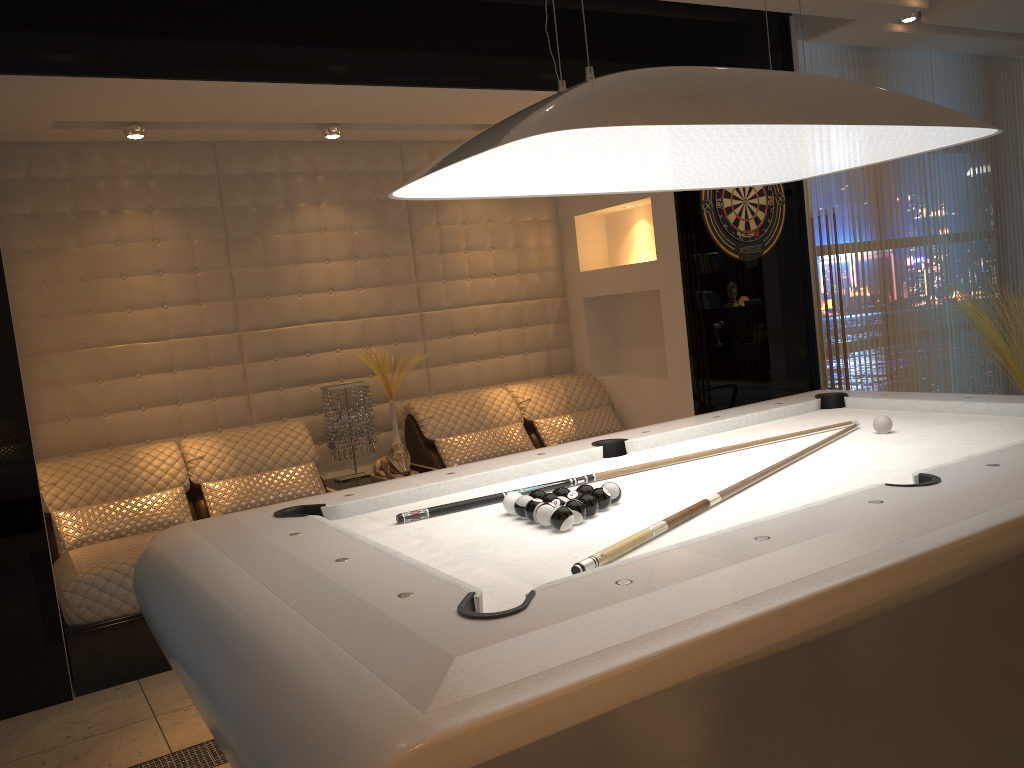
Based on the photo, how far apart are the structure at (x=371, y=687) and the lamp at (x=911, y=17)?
2.9m

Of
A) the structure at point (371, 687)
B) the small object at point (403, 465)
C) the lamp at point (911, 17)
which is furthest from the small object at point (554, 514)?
the lamp at point (911, 17)

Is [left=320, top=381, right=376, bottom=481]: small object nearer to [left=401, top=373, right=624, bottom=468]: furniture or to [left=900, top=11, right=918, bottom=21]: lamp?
[left=401, top=373, right=624, bottom=468]: furniture

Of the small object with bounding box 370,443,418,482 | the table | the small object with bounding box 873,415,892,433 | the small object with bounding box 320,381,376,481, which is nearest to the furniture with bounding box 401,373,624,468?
the table

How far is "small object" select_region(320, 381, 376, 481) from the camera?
4.8m

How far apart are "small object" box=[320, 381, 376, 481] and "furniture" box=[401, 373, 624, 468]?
0.26m

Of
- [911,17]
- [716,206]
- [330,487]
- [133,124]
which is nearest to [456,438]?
[330,487]

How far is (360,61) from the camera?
3.88m

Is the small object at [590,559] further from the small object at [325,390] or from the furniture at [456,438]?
the small object at [325,390]

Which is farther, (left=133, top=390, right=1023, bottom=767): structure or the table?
the table
